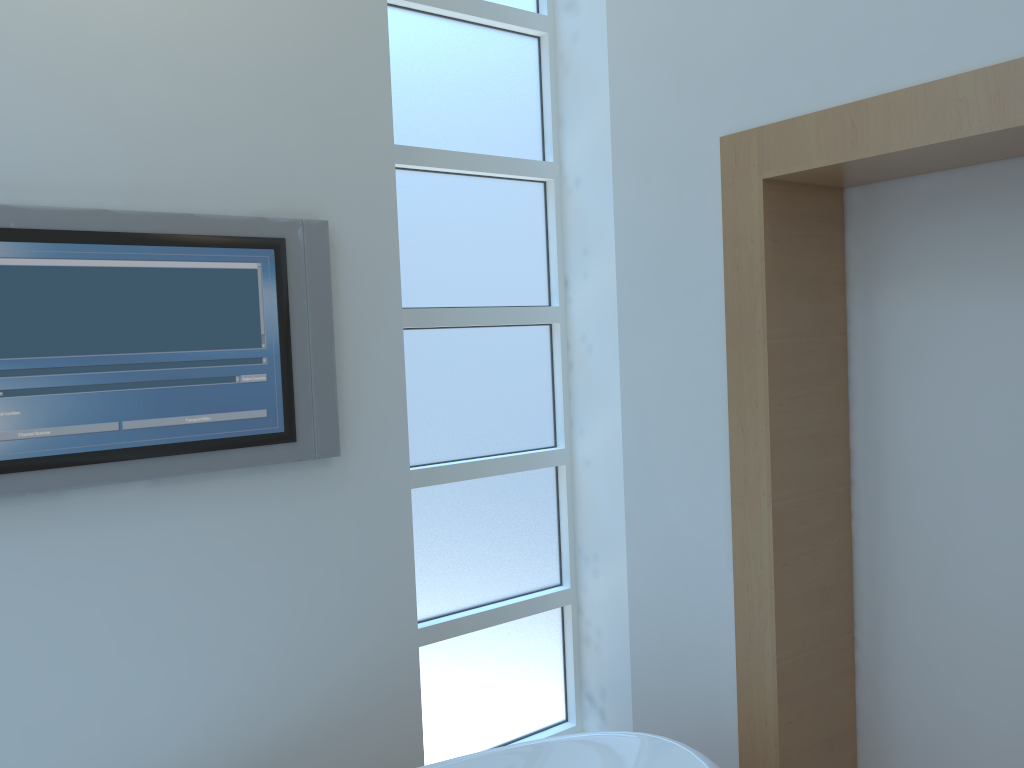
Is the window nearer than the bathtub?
No

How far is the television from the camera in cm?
157

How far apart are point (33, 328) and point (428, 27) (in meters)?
1.23

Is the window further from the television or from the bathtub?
the bathtub

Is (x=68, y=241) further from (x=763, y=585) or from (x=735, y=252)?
(x=763, y=585)

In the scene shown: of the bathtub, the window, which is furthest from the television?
the bathtub

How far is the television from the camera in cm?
157

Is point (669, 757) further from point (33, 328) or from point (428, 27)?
point (428, 27)

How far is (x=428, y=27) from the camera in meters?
2.2 m

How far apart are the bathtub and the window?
0.5 meters
